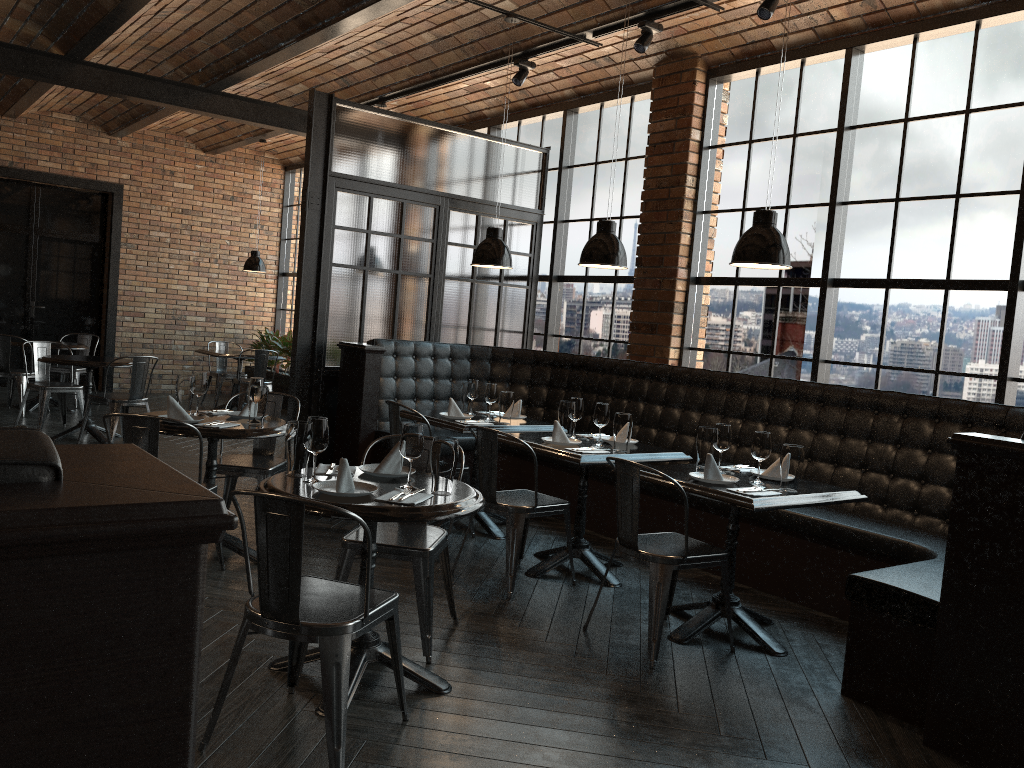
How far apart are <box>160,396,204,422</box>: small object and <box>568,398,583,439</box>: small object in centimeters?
210cm

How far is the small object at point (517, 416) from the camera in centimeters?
616cm

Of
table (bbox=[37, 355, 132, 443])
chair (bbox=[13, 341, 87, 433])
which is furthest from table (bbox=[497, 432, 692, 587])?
chair (bbox=[13, 341, 87, 433])

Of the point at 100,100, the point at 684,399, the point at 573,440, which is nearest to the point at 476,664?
the point at 573,440

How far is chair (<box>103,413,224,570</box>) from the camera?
4.1 meters

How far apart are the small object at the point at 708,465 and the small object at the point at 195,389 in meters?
2.7 m

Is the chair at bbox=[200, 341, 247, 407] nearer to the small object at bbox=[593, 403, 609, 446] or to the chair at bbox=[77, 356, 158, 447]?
the chair at bbox=[77, 356, 158, 447]

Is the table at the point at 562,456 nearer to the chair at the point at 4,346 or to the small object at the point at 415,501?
the small object at the point at 415,501

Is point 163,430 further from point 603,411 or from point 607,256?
point 607,256

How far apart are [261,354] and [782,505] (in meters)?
8.03
